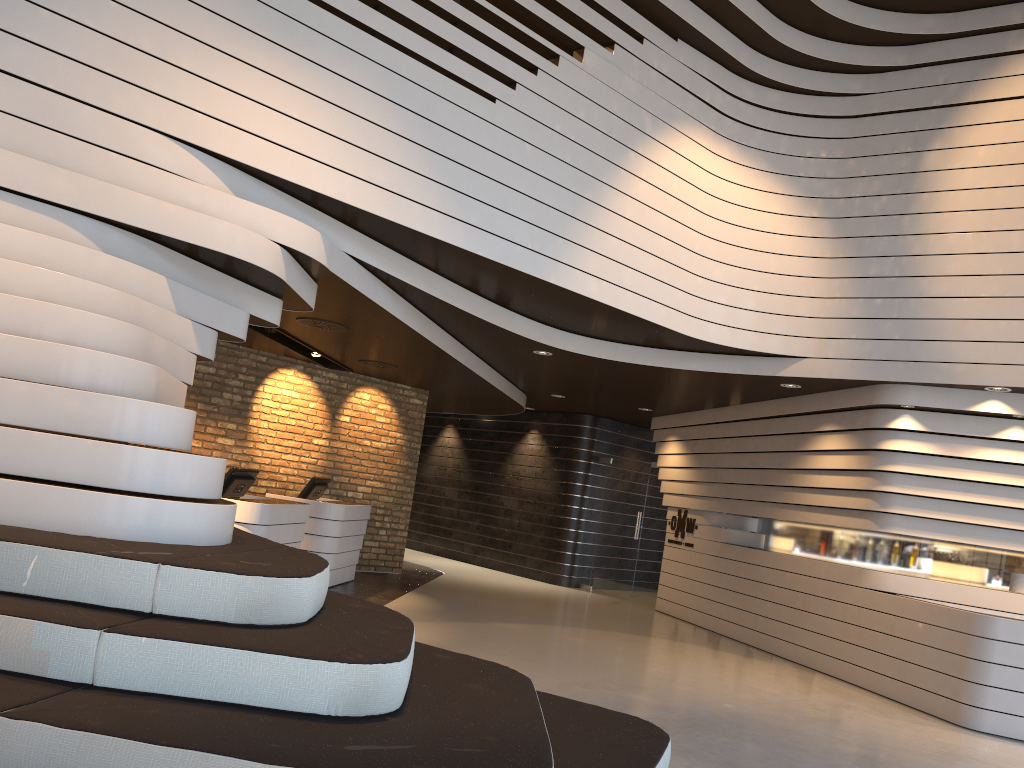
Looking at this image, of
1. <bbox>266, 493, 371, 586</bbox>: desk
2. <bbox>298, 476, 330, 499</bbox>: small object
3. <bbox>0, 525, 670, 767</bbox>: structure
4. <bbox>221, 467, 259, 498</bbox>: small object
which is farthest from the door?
<bbox>0, 525, 670, 767</bbox>: structure

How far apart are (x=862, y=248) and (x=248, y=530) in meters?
5.8

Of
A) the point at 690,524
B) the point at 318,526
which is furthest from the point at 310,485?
the point at 690,524

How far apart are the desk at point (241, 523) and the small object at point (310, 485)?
1.3m

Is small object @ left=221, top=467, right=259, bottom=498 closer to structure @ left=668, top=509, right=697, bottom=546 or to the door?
structure @ left=668, top=509, right=697, bottom=546

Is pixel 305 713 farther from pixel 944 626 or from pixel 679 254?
pixel 944 626

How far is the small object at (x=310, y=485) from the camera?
9.6 meters

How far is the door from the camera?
12.6m

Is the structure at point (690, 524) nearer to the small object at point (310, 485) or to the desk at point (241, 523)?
the small object at point (310, 485)

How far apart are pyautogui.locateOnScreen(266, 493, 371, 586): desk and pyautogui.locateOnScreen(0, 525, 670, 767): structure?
5.2m
